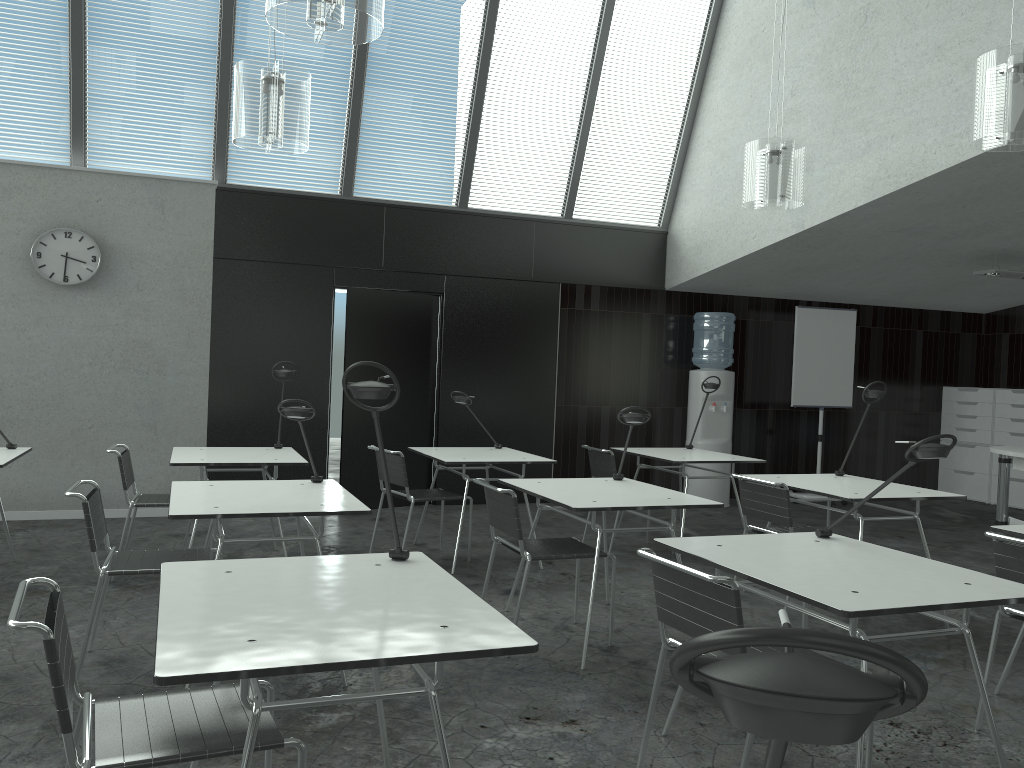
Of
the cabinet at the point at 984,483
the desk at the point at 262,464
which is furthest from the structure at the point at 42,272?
the cabinet at the point at 984,483

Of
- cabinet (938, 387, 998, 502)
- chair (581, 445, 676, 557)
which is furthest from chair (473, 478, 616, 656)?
cabinet (938, 387, 998, 502)

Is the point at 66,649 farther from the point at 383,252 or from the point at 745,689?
the point at 383,252

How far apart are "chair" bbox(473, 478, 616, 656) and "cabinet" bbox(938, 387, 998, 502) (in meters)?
6.64

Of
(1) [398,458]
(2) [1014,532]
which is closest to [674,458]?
(1) [398,458]

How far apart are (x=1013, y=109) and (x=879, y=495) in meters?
1.8 m

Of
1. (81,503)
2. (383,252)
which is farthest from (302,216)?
(81,503)

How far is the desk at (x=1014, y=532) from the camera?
3.3 meters

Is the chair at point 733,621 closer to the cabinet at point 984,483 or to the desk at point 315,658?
the desk at point 315,658

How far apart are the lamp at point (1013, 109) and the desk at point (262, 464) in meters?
3.6 m
